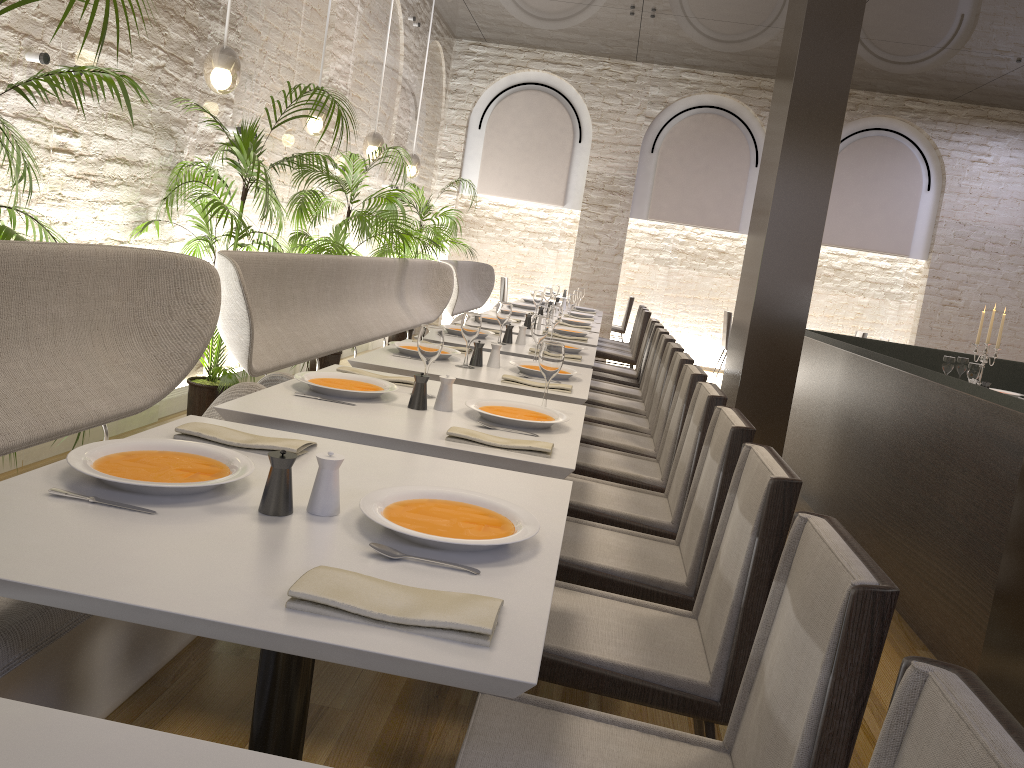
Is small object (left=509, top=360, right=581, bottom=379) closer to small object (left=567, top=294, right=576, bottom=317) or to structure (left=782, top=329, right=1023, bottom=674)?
structure (left=782, top=329, right=1023, bottom=674)

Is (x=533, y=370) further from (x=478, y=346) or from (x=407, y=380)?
(x=407, y=380)

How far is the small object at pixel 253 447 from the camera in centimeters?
190cm

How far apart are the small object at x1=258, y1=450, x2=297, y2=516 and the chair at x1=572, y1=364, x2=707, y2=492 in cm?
209

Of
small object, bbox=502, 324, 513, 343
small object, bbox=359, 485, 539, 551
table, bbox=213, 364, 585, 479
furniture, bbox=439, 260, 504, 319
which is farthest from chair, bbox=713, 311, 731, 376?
small object, bbox=359, 485, 539, 551

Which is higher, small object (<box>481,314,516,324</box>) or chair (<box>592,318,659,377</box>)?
small object (<box>481,314,516,324</box>)

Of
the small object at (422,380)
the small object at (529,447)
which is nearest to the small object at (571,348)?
the small object at (422,380)

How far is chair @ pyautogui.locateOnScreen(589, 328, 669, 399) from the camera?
5.77m

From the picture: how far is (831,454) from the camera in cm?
516

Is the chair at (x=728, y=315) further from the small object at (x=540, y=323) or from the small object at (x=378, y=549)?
the small object at (x=378, y=549)
